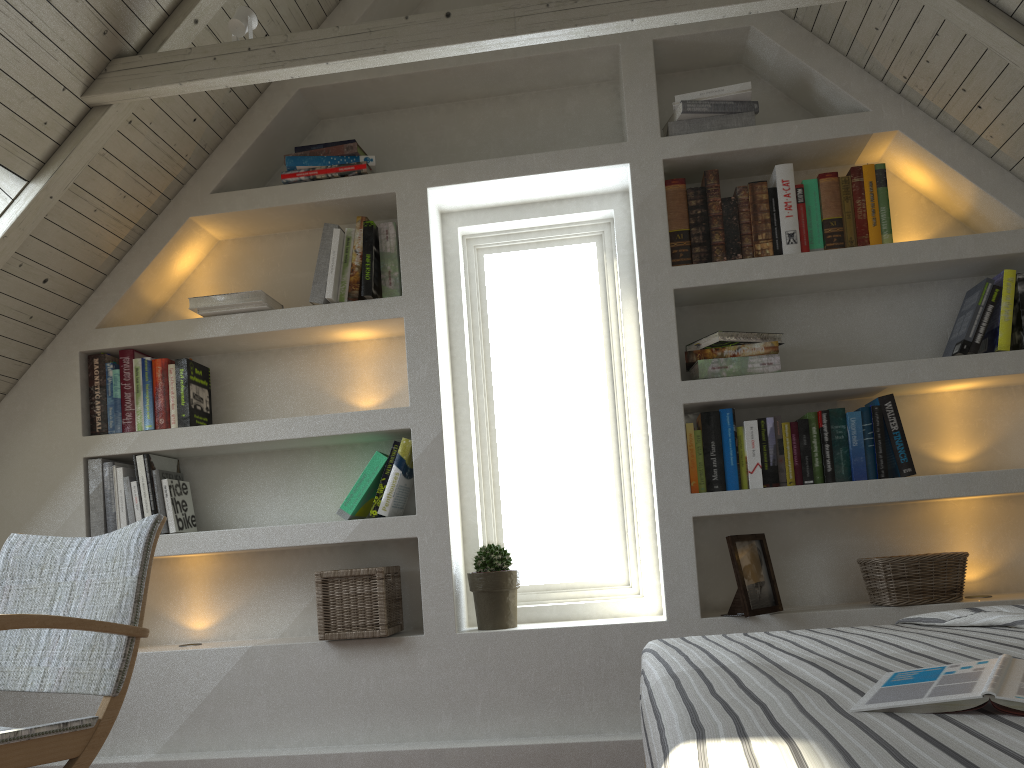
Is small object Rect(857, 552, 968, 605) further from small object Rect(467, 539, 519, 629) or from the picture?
small object Rect(467, 539, 519, 629)

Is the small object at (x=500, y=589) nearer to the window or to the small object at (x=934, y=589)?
the window

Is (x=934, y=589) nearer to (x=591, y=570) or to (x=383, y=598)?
(x=591, y=570)

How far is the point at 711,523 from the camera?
2.6 meters

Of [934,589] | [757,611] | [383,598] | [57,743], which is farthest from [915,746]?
[383,598]

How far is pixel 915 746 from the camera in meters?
0.8

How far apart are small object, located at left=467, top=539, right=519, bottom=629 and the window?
0.2m

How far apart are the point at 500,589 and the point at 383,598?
0.33m

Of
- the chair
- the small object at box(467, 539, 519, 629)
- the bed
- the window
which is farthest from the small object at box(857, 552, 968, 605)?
the chair

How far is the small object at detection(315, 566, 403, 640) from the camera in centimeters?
247cm
